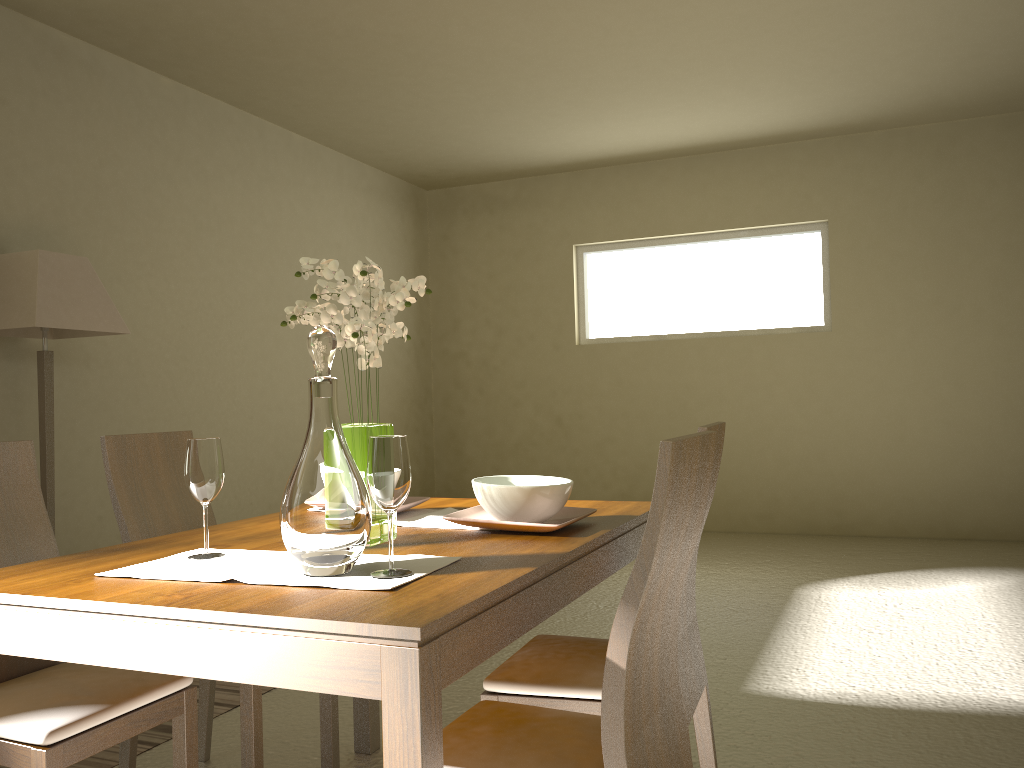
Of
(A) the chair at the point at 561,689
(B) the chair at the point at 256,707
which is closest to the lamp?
(B) the chair at the point at 256,707

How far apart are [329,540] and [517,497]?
0.6 meters

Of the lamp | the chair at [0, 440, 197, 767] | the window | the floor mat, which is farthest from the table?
the window

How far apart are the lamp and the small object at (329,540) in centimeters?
264cm

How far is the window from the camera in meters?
6.8

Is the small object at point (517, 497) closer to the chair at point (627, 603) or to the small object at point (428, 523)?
the small object at point (428, 523)

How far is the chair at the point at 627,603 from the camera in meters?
1.3

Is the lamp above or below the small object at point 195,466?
above

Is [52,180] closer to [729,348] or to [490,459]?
[490,459]

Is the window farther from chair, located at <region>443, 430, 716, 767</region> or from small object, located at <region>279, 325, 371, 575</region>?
small object, located at <region>279, 325, 371, 575</region>
